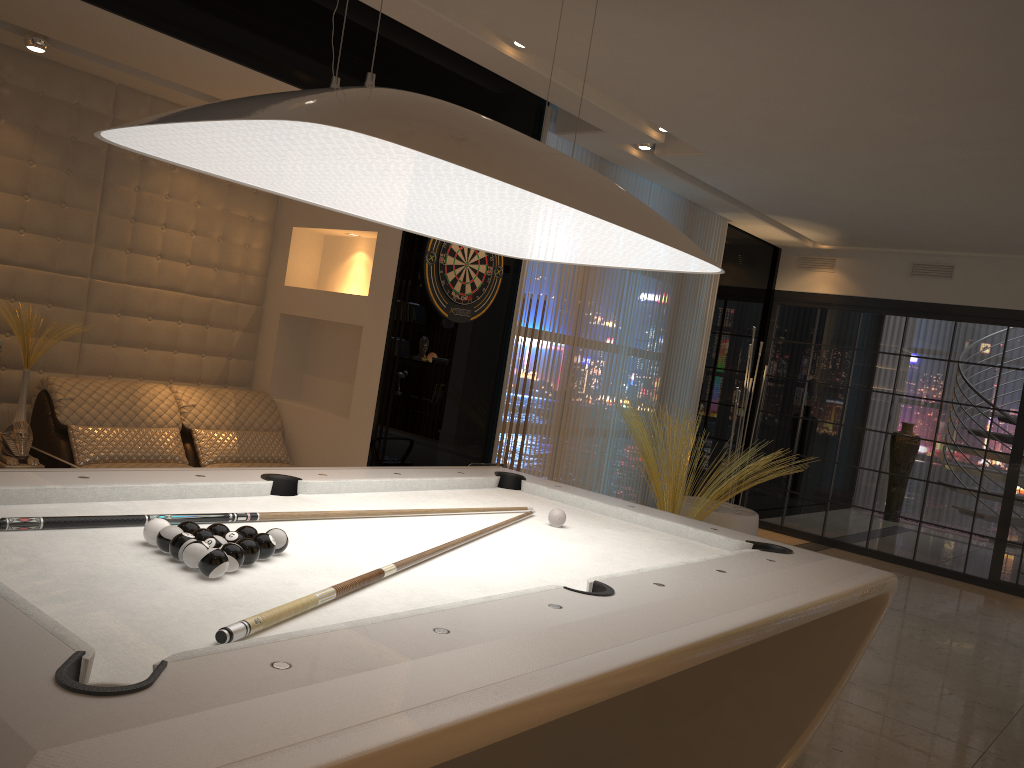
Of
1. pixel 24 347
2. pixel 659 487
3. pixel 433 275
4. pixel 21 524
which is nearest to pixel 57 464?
pixel 24 347

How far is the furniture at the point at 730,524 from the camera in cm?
657

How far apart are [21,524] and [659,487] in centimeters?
442cm

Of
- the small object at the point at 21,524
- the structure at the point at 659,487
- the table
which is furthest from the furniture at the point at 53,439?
the small object at the point at 21,524

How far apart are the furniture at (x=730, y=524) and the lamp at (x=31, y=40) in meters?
5.1 m

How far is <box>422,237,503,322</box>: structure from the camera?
4.87m

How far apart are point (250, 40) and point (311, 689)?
3.38m

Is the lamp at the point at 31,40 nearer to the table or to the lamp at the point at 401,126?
the table

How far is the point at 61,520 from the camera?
1.9 meters

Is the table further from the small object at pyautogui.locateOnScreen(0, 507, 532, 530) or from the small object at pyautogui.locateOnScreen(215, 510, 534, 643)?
the small object at pyautogui.locateOnScreen(215, 510, 534, 643)
